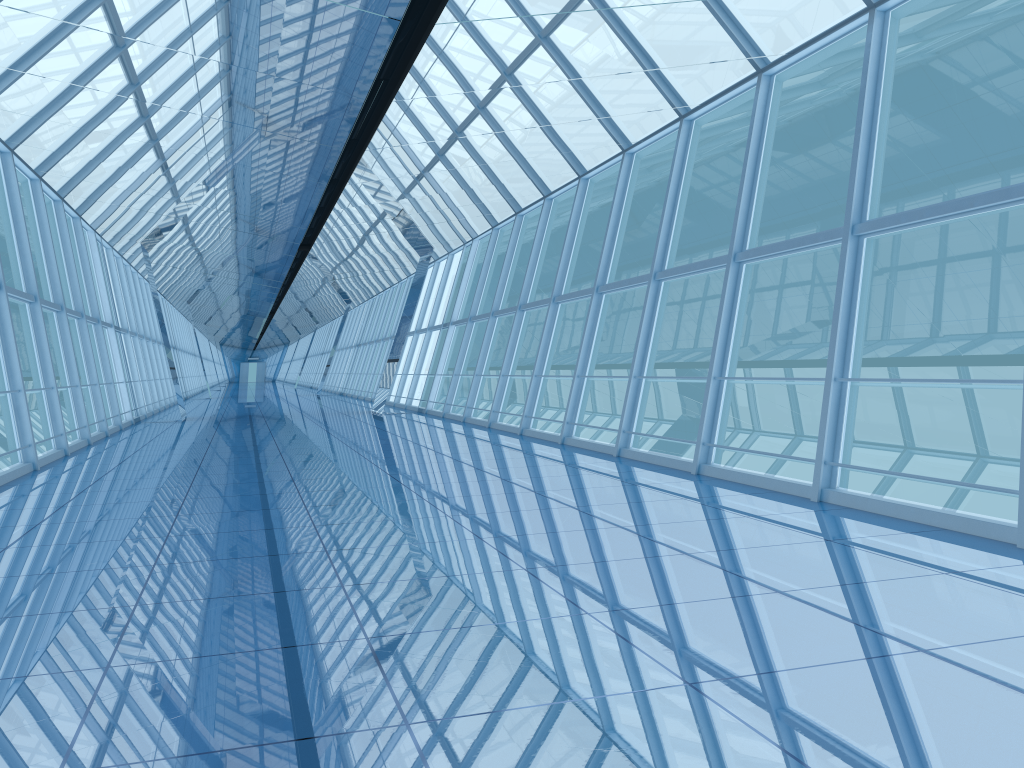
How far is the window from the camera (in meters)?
9.40

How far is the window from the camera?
9.4m

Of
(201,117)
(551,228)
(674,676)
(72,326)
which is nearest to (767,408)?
(551,228)

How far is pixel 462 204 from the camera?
15.8 meters
